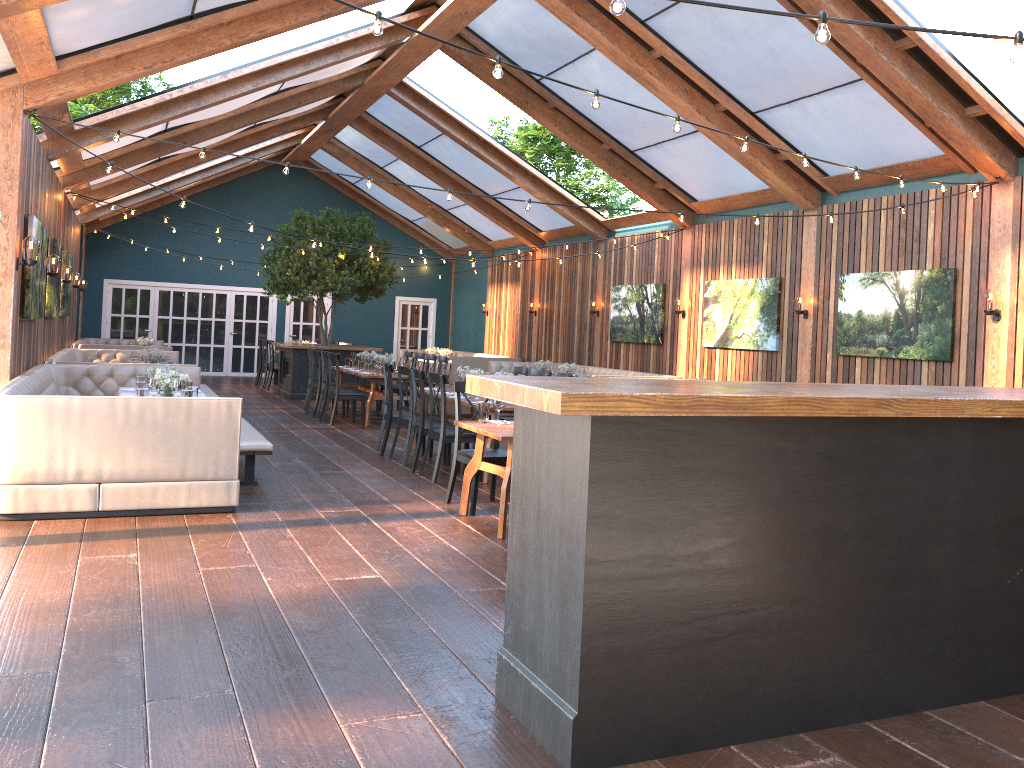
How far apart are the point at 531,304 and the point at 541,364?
3.7m

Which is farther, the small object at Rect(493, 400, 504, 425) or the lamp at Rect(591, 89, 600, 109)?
the small object at Rect(493, 400, 504, 425)

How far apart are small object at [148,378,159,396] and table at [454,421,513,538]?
2.7 meters

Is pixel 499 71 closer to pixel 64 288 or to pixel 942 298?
pixel 942 298

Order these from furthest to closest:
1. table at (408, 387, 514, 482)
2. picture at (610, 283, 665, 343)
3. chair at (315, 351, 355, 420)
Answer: picture at (610, 283, 665, 343) < chair at (315, 351, 355, 420) < table at (408, 387, 514, 482)

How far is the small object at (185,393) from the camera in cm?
742

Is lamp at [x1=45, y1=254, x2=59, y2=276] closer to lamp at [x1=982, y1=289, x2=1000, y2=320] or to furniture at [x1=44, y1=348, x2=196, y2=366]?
furniture at [x1=44, y1=348, x2=196, y2=366]

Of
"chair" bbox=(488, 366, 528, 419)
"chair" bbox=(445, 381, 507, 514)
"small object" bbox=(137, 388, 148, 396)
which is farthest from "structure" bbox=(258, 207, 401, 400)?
"chair" bbox=(445, 381, 507, 514)

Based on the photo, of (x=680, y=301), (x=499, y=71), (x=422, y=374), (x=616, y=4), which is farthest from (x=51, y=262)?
(x=616, y=4)

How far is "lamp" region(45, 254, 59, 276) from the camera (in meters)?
10.30
